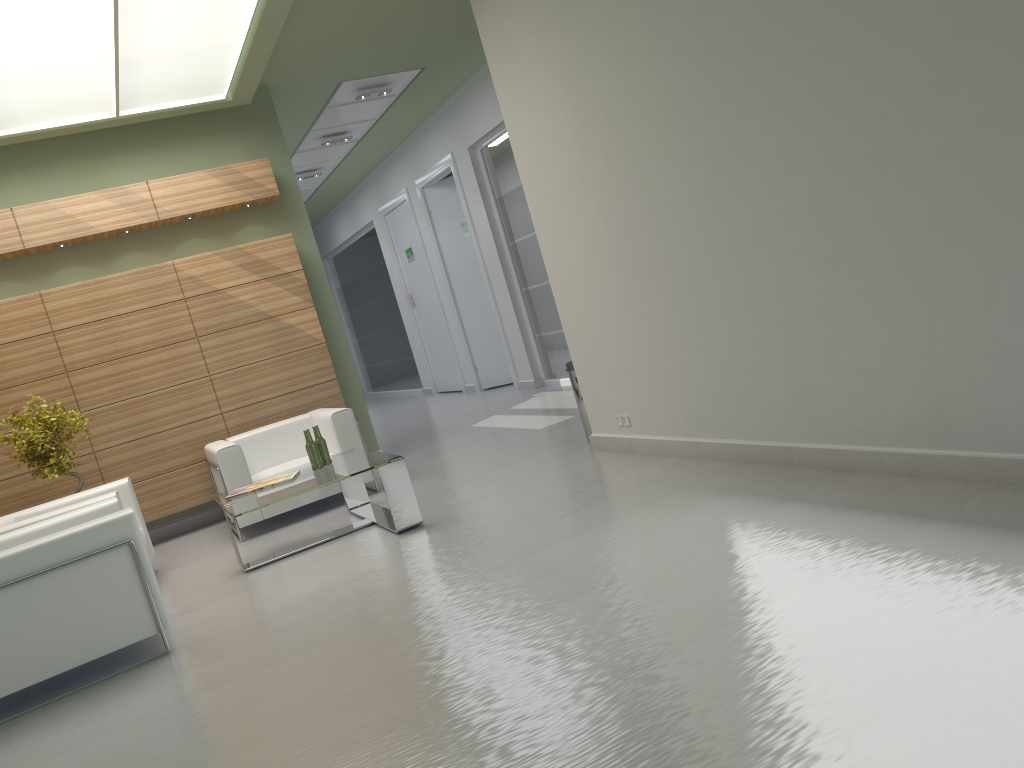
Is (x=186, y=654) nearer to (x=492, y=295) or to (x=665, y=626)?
(x=665, y=626)

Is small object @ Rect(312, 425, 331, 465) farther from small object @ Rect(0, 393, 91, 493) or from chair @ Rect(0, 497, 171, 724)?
small object @ Rect(0, 393, 91, 493)

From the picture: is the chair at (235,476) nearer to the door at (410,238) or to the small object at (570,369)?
the small object at (570,369)

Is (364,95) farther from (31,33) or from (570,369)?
(570,369)

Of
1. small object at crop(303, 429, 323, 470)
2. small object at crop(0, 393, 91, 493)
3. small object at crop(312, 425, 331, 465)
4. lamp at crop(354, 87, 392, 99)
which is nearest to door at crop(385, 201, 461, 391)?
lamp at crop(354, 87, 392, 99)

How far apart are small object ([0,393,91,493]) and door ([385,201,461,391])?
12.34m

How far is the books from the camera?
9.8m

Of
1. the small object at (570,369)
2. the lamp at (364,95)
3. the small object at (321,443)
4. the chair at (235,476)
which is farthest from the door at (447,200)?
the small object at (321,443)

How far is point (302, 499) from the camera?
11.5 meters

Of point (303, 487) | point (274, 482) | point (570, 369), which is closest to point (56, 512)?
point (274, 482)
